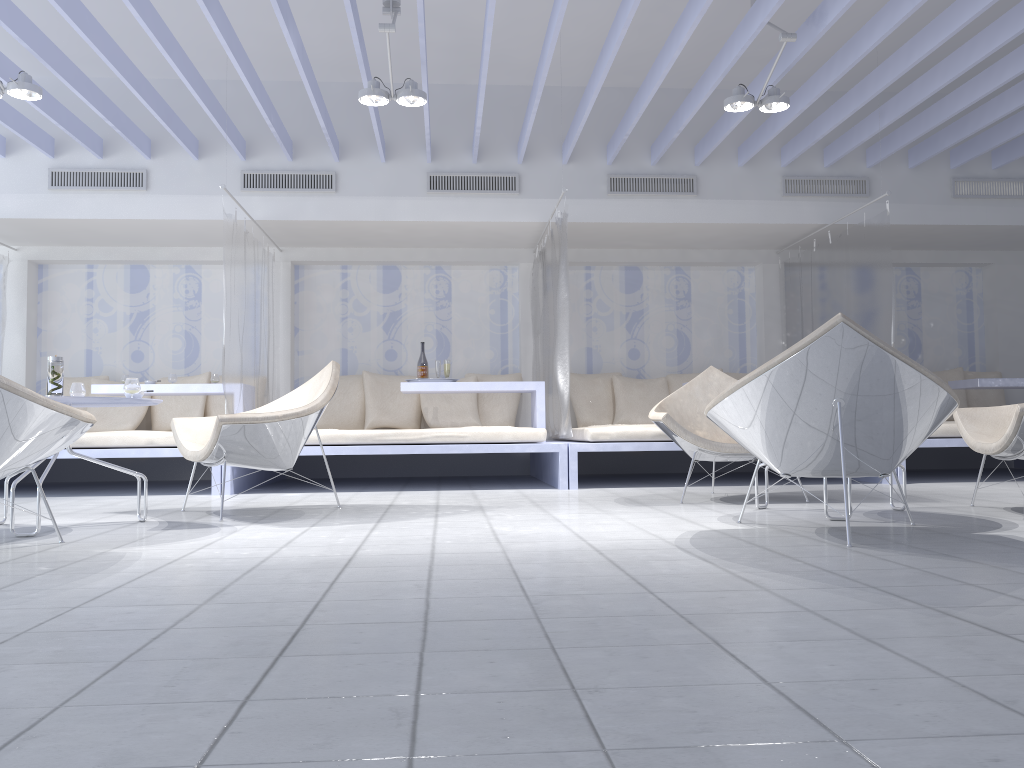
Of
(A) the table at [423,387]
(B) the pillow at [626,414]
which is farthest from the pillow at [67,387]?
(B) the pillow at [626,414]

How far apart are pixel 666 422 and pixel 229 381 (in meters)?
2.97

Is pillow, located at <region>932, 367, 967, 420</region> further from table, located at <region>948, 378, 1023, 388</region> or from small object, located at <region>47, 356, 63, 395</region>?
small object, located at <region>47, 356, 63, 395</region>

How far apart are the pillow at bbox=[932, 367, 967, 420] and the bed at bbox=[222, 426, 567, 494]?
3.79m

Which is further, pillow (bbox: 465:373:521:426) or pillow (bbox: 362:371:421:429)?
→ pillow (bbox: 465:373:521:426)

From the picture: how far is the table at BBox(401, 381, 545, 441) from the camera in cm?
651

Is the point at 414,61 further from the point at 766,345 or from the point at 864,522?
the point at 864,522

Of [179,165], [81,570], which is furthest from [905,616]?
[179,165]

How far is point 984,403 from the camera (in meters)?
7.93

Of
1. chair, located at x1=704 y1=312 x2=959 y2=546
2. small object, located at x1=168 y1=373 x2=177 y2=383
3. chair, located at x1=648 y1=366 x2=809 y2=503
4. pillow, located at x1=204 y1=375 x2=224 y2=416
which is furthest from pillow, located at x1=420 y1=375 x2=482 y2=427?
chair, located at x1=704 y1=312 x2=959 y2=546
